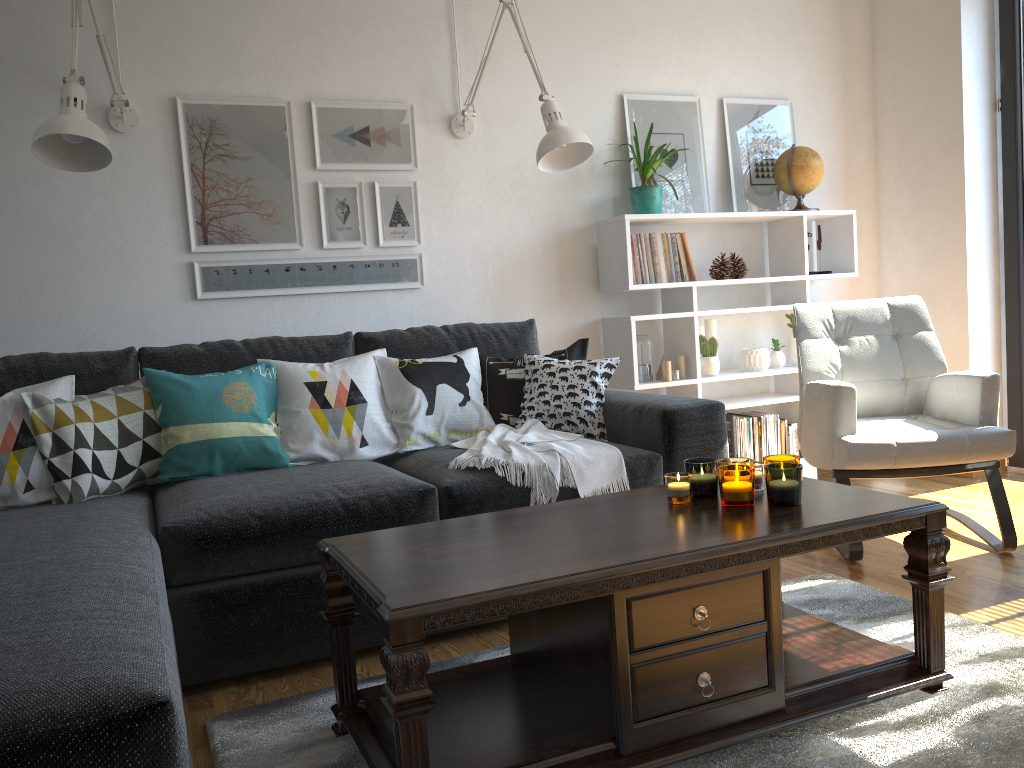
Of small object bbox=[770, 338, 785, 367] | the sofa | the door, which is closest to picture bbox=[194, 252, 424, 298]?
the sofa

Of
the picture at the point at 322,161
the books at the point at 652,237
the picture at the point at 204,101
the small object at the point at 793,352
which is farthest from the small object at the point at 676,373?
the picture at the point at 204,101

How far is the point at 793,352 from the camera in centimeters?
396cm

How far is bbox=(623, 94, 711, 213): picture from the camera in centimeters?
379cm

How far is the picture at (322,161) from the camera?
3.27m

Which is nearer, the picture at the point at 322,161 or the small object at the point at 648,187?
the picture at the point at 322,161

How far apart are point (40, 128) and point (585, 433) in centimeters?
180cm

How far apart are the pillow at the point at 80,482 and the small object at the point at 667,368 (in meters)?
1.95

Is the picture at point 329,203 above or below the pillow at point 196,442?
above

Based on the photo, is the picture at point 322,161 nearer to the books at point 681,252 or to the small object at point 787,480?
the books at point 681,252
